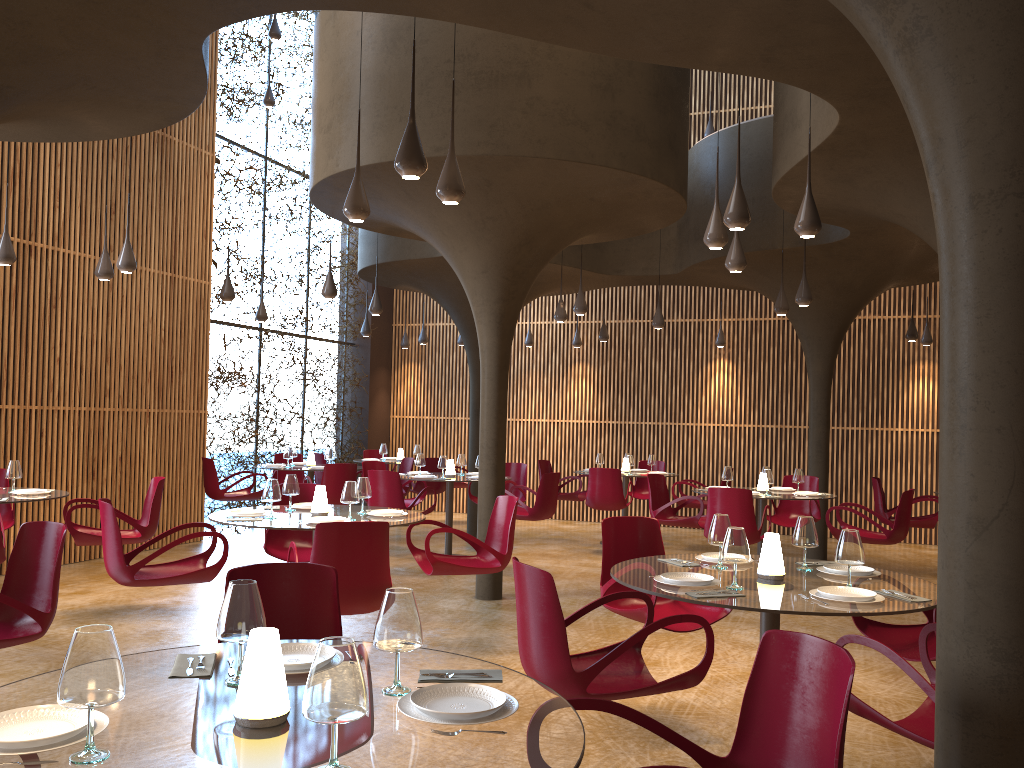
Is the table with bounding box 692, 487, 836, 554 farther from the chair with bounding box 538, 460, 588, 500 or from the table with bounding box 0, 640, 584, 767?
the table with bounding box 0, 640, 584, 767

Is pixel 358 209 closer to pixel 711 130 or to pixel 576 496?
pixel 576 496

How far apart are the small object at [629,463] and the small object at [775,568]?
8.96m

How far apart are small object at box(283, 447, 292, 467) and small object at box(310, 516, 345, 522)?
6.75m

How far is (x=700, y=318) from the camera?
16.3m

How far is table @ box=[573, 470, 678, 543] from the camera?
14.0 meters

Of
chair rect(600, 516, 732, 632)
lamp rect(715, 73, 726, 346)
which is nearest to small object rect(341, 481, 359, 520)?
chair rect(600, 516, 732, 632)

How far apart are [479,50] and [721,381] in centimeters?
985cm

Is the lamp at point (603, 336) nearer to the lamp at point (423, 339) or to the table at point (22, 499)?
the lamp at point (423, 339)

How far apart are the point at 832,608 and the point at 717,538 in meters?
1.0 m
